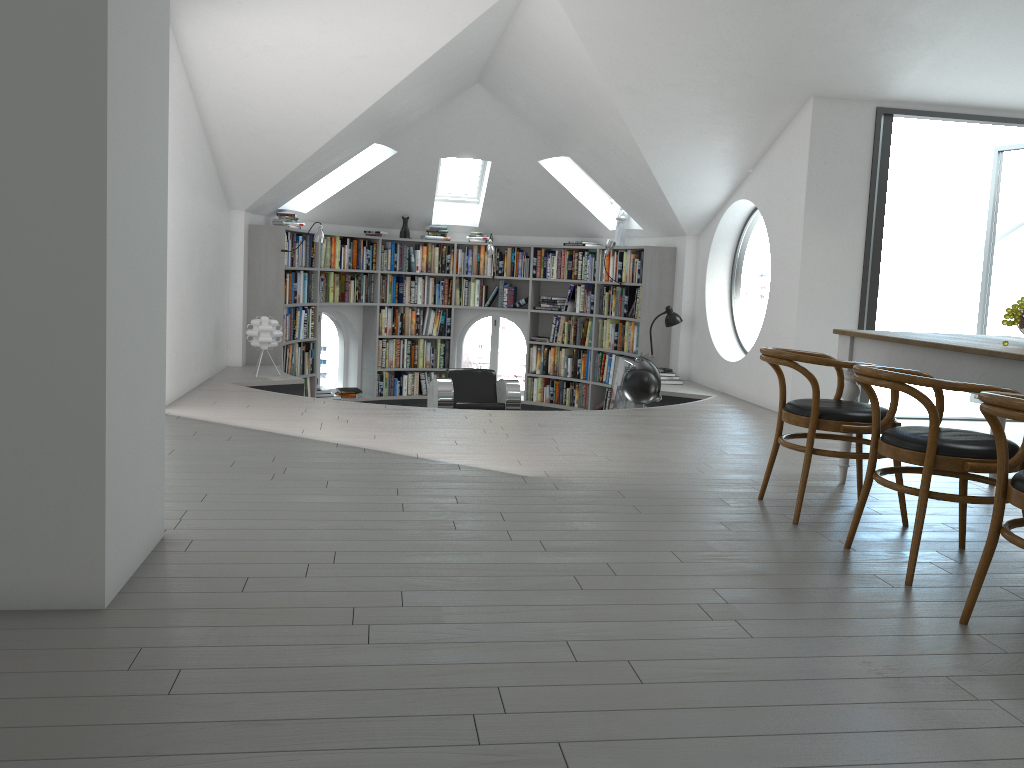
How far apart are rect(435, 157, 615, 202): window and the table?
6.8 meters

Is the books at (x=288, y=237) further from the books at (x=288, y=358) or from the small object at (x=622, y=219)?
the small object at (x=622, y=219)

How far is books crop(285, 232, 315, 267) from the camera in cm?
897

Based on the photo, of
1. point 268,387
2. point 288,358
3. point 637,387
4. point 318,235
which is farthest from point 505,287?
point 268,387

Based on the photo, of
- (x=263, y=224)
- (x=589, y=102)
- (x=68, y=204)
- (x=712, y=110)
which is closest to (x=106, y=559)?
(x=68, y=204)

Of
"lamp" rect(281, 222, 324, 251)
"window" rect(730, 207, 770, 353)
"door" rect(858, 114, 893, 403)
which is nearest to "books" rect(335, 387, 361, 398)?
"lamp" rect(281, 222, 324, 251)

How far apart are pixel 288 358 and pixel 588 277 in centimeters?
347cm

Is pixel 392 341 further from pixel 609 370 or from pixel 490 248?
pixel 609 370

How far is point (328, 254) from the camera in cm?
977

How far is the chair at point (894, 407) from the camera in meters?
3.7 m
